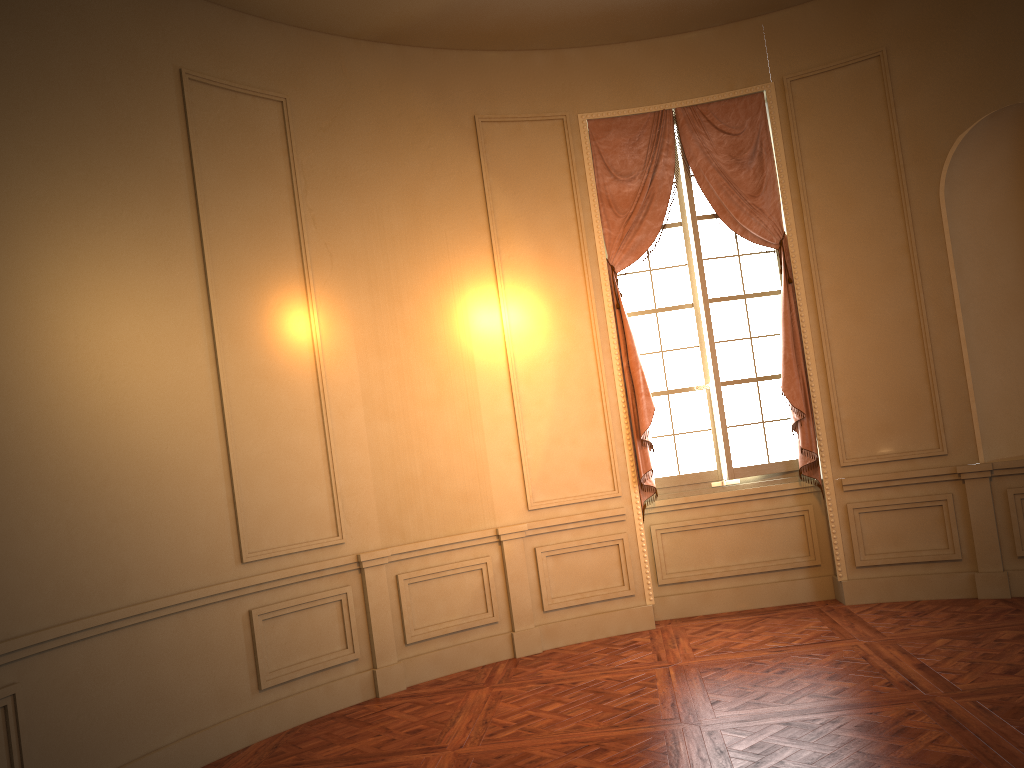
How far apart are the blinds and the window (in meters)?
0.09

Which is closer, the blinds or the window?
the blinds

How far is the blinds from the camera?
6.3 meters

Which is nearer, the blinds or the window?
the blinds

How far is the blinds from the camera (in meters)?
6.29

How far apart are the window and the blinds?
0.1 meters

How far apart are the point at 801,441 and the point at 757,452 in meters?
0.4
